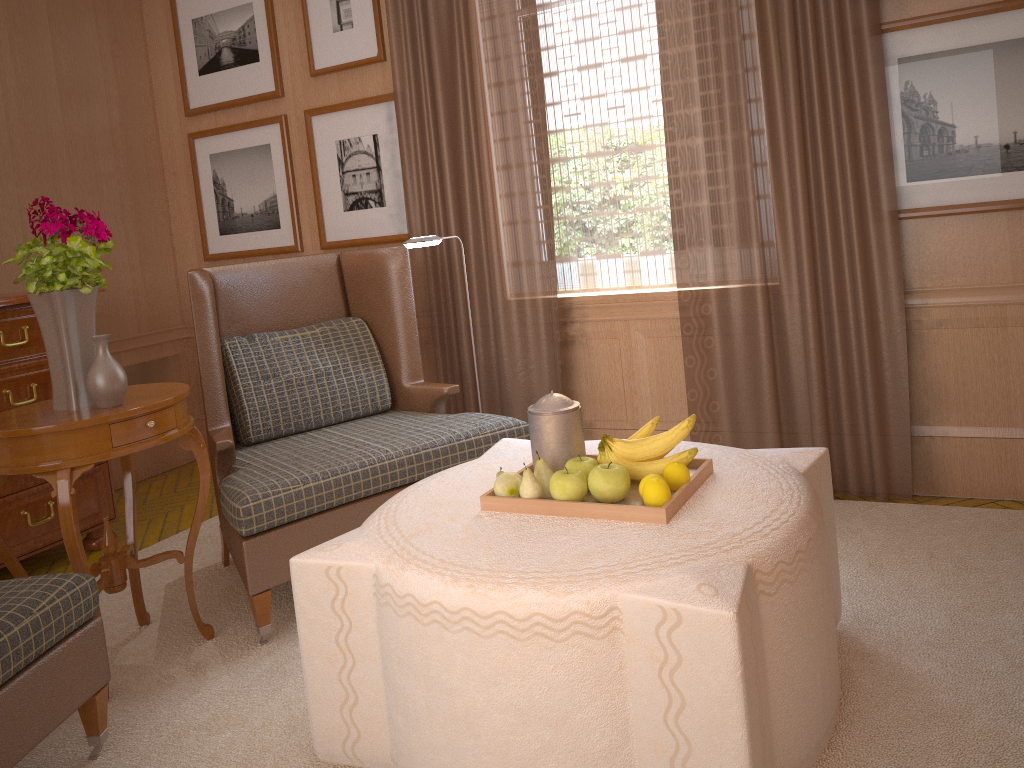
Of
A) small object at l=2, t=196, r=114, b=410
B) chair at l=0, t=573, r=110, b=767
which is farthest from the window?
chair at l=0, t=573, r=110, b=767

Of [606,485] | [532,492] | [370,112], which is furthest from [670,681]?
[370,112]

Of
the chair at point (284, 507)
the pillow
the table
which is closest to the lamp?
the chair at point (284, 507)

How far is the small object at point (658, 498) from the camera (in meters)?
3.40

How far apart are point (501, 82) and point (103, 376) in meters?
3.7

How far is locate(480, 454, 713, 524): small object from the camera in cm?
337

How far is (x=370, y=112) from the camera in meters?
7.3

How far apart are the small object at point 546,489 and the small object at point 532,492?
0.07m

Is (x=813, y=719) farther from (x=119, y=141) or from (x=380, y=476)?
(x=119, y=141)

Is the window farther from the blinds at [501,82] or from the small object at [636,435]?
the small object at [636,435]
